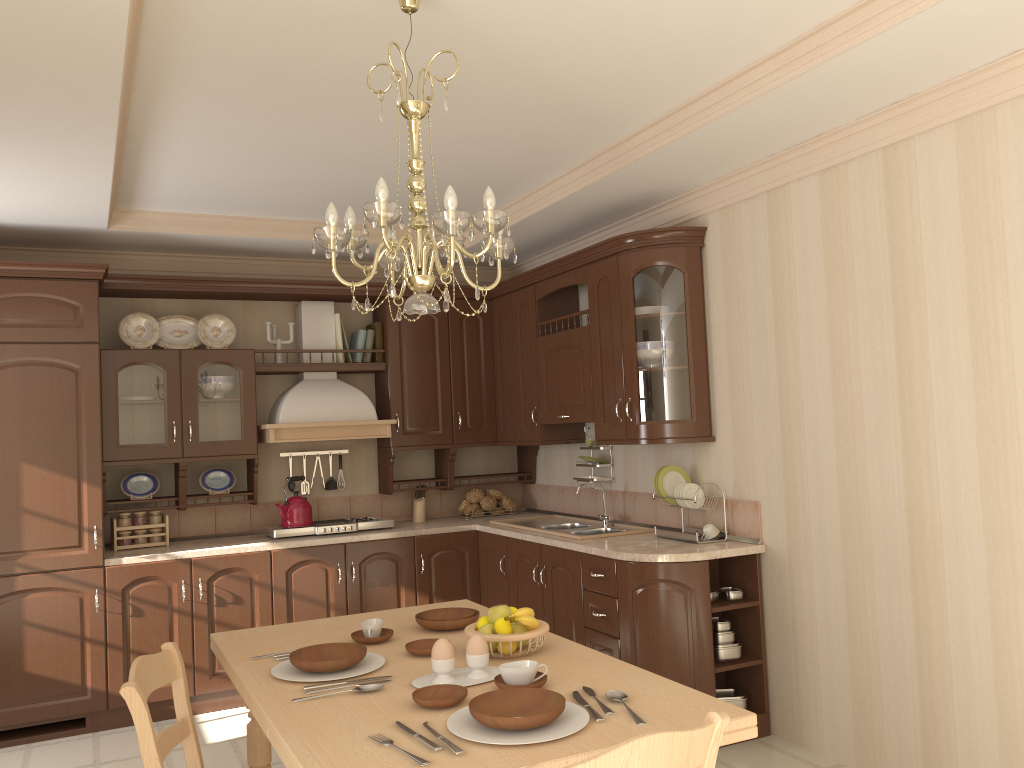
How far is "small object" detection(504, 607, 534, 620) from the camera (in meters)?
2.37

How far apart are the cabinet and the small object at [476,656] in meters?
1.7

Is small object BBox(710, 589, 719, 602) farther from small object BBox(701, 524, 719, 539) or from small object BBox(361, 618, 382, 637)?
small object BBox(361, 618, 382, 637)

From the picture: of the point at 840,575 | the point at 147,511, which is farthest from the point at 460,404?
the point at 840,575

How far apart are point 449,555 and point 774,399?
2.23m

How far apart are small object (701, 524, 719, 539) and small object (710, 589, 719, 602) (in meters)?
0.28

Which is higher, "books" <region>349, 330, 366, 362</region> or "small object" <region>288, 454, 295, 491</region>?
"books" <region>349, 330, 366, 362</region>

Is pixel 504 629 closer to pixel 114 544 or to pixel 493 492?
pixel 114 544

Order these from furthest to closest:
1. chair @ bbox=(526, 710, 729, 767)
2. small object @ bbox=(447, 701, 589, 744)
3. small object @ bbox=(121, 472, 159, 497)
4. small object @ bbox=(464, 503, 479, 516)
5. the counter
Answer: small object @ bbox=(464, 503, 479, 516) → small object @ bbox=(121, 472, 159, 497) → the counter → small object @ bbox=(447, 701, 589, 744) → chair @ bbox=(526, 710, 729, 767)

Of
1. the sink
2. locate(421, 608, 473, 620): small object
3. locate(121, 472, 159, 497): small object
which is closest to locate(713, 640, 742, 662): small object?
the sink
